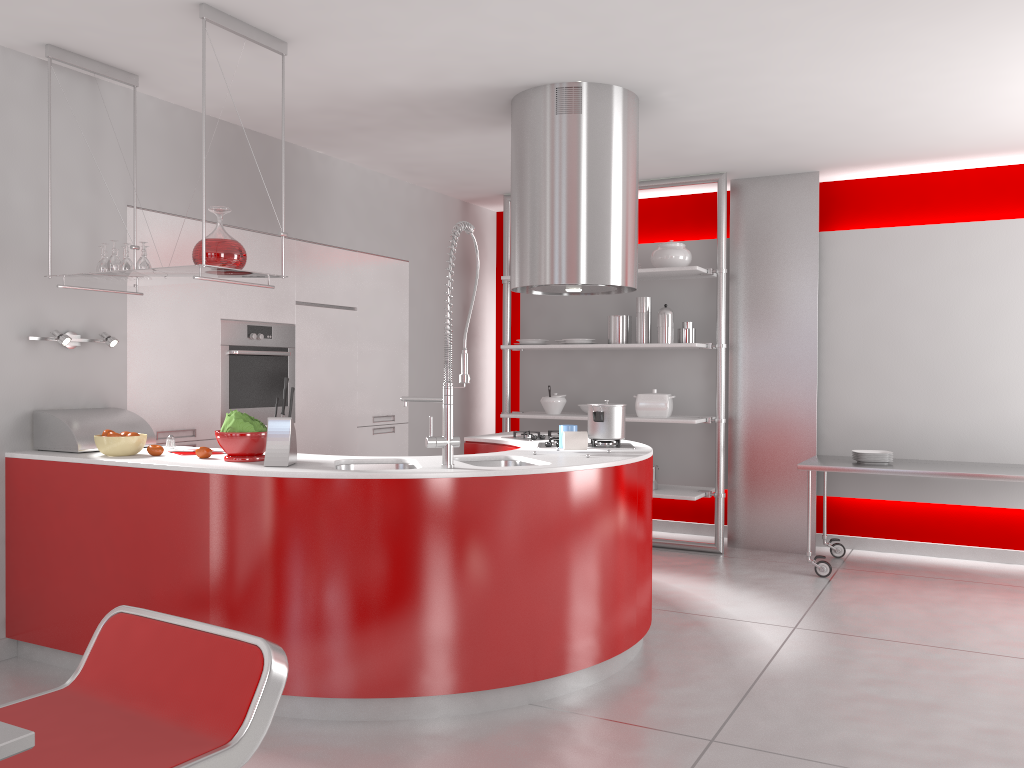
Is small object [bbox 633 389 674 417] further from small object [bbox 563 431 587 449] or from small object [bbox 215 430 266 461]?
small object [bbox 215 430 266 461]

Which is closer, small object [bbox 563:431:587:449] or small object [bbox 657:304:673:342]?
small object [bbox 563:431:587:449]

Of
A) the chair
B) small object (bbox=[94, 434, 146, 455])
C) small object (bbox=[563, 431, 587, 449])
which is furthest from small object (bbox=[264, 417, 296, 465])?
the chair

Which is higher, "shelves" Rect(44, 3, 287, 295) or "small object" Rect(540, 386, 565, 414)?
"shelves" Rect(44, 3, 287, 295)

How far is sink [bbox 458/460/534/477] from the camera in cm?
374

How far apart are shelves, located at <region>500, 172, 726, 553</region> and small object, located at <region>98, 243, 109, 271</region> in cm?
325

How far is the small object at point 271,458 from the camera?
3.3 meters

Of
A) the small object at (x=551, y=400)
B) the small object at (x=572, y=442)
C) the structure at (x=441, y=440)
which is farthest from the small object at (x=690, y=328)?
the structure at (x=441, y=440)

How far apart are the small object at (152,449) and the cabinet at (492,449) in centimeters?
166cm

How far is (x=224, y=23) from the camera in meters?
3.4 m
